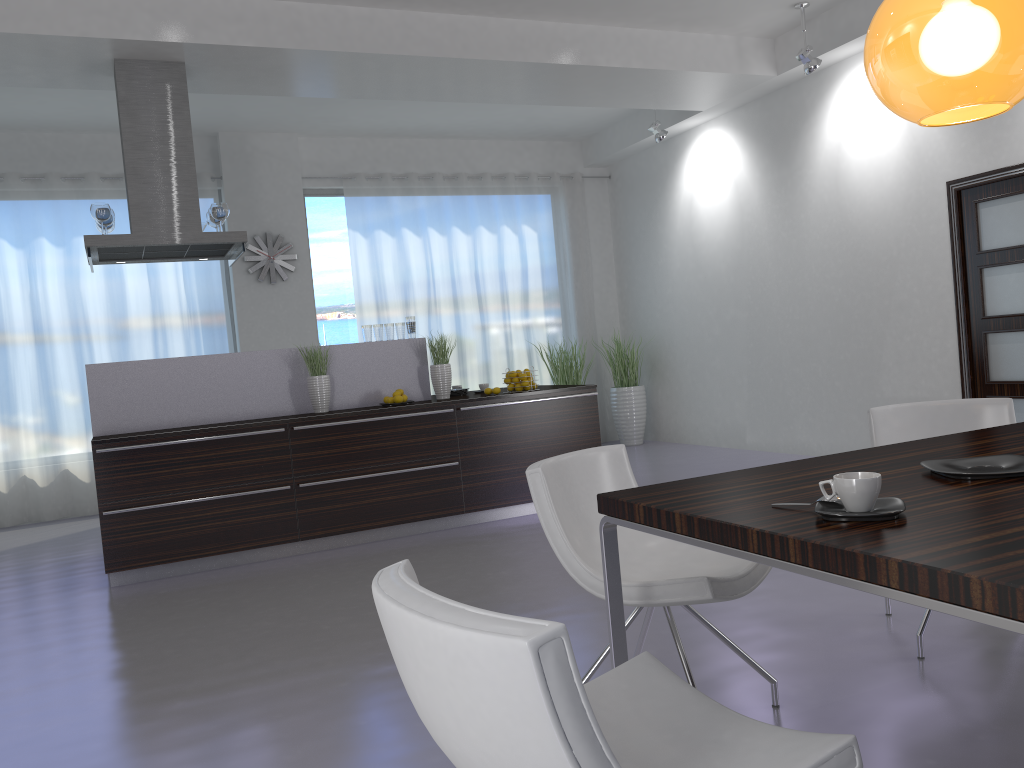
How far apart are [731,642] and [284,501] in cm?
348

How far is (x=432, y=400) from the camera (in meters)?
6.20

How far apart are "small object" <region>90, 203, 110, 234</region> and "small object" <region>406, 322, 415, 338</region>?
2.07m

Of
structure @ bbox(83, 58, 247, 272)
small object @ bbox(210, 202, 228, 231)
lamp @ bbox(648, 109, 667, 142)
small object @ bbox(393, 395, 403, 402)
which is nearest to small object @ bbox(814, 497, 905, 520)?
small object @ bbox(393, 395, 403, 402)

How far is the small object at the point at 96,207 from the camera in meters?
5.6 m

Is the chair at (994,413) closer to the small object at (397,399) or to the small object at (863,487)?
the small object at (863,487)

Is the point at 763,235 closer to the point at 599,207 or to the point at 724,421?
the point at 724,421

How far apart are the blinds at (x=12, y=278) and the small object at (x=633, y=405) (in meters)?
3.99

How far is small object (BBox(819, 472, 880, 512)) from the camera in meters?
1.6

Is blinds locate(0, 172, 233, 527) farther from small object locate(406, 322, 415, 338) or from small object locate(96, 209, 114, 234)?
small object locate(406, 322, 415, 338)
